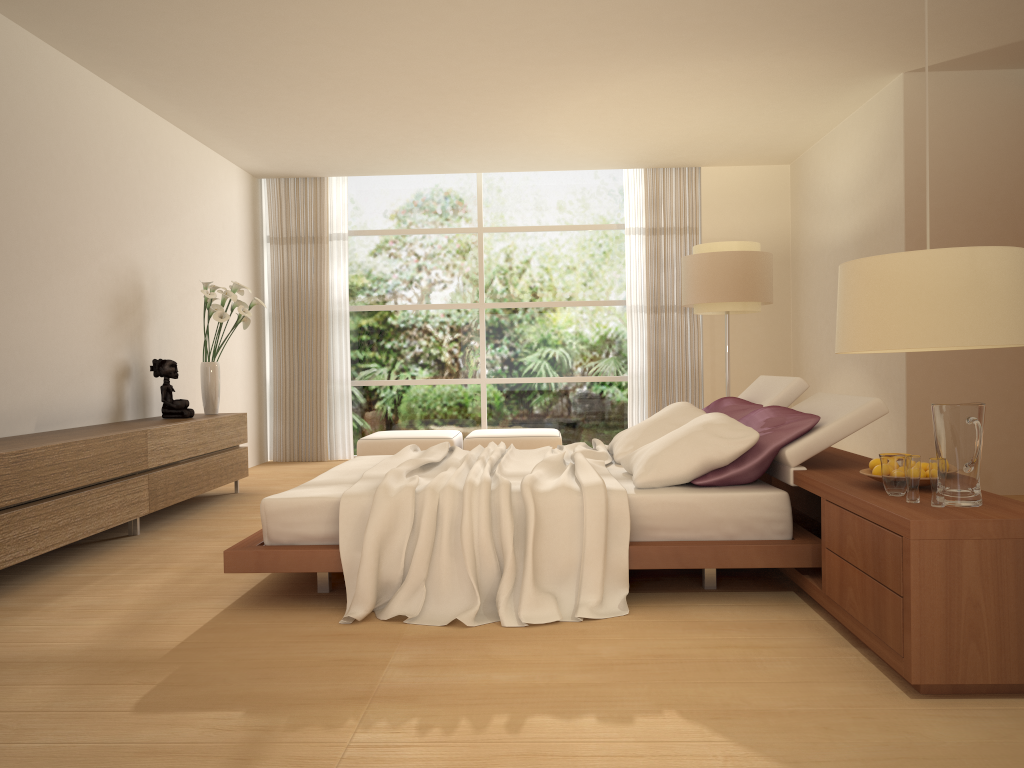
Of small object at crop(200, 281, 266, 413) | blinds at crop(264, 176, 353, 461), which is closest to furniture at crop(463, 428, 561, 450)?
blinds at crop(264, 176, 353, 461)

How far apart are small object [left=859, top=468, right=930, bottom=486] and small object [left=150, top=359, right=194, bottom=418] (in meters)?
4.98

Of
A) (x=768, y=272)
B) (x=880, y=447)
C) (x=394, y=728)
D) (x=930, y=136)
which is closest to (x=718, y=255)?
(x=768, y=272)

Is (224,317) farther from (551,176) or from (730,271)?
(551,176)

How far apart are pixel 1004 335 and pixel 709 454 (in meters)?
1.99

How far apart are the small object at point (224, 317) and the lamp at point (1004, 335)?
5.6m

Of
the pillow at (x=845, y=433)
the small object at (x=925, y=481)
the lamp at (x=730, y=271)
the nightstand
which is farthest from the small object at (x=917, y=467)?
the lamp at (x=730, y=271)

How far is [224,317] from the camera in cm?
694

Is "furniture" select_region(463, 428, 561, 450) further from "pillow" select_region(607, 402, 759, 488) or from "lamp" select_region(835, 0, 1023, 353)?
"lamp" select_region(835, 0, 1023, 353)

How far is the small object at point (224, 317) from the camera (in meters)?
6.94
